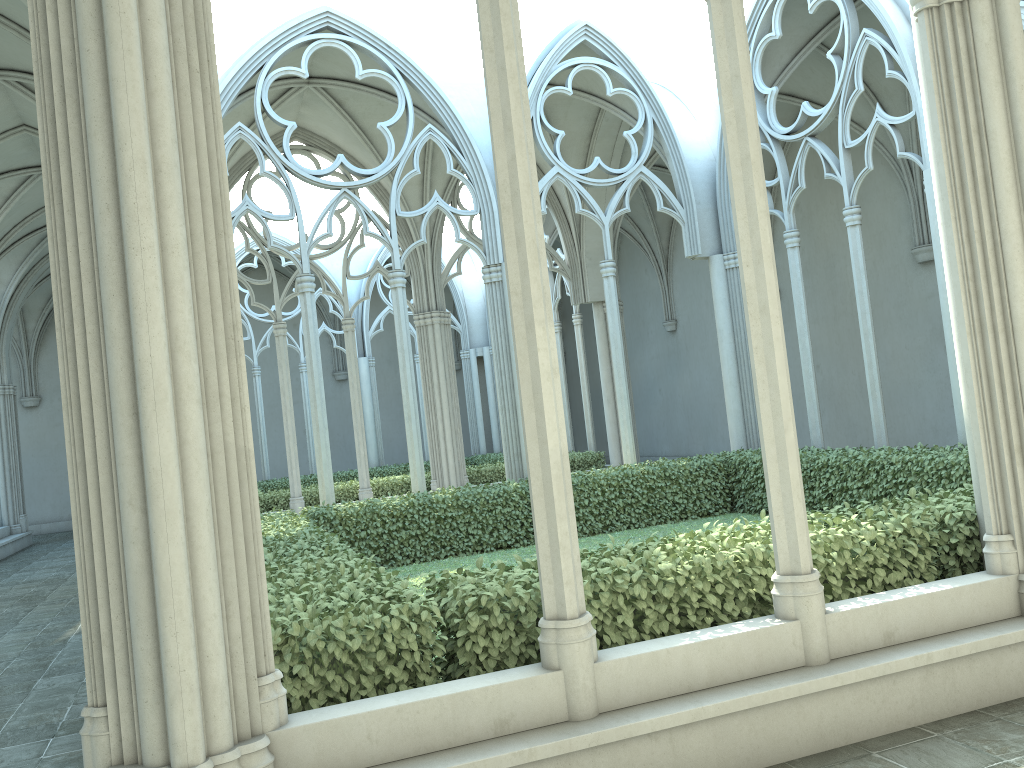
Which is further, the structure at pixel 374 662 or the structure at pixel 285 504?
the structure at pixel 285 504

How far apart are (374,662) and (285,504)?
13.02m

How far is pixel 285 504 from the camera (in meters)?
16.75

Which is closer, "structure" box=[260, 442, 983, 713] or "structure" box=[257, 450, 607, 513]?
"structure" box=[260, 442, 983, 713]

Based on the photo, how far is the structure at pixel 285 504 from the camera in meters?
16.7 m

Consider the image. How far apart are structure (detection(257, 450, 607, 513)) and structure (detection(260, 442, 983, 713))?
5.21m

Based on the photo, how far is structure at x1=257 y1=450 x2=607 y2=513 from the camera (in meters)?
16.75

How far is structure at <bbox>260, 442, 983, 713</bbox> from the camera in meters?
4.3

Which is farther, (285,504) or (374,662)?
(285,504)

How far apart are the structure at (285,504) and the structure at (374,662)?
5.21m
